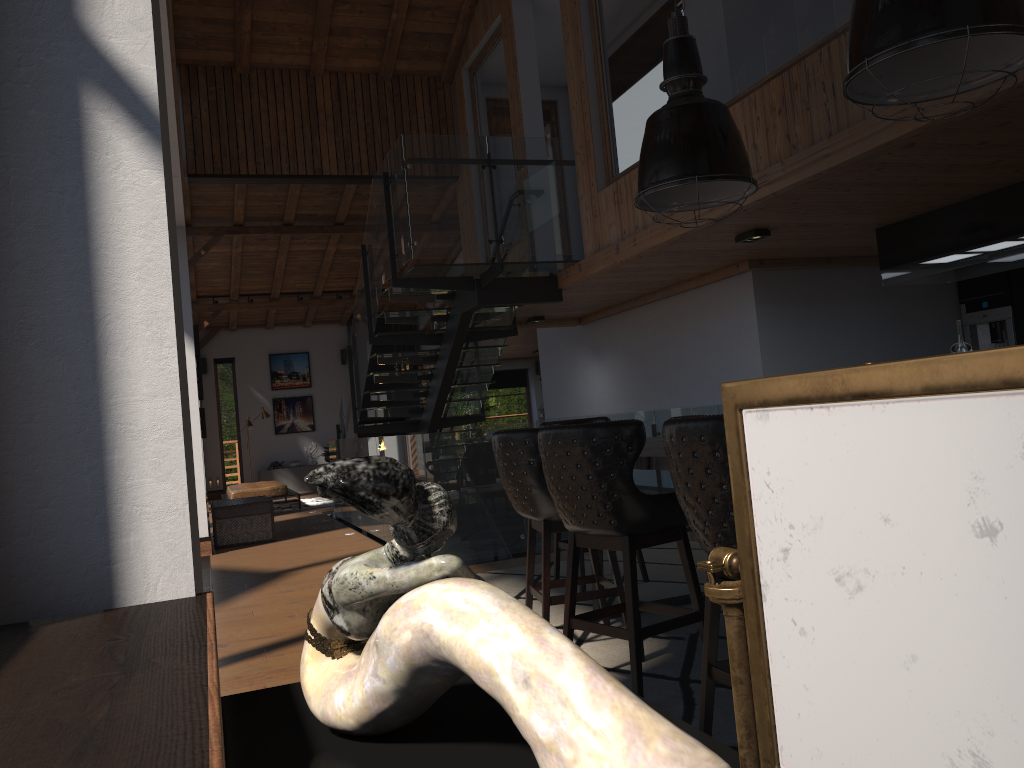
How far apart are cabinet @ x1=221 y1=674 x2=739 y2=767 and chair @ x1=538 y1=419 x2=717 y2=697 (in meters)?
2.36

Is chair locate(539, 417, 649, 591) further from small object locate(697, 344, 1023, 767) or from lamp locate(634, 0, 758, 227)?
small object locate(697, 344, 1023, 767)

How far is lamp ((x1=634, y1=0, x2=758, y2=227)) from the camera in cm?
419

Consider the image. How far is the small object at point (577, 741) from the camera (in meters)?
0.57

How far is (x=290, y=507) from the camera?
14.98m

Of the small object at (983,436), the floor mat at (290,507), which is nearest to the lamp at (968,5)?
the small object at (983,436)

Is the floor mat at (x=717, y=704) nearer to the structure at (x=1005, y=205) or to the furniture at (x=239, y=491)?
the structure at (x=1005, y=205)

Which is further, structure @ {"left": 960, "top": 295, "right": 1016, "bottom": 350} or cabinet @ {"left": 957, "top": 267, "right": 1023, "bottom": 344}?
structure @ {"left": 960, "top": 295, "right": 1016, "bottom": 350}

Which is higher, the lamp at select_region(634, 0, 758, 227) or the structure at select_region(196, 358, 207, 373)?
the structure at select_region(196, 358, 207, 373)

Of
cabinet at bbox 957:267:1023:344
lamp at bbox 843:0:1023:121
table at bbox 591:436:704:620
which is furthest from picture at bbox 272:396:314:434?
lamp at bbox 843:0:1023:121
